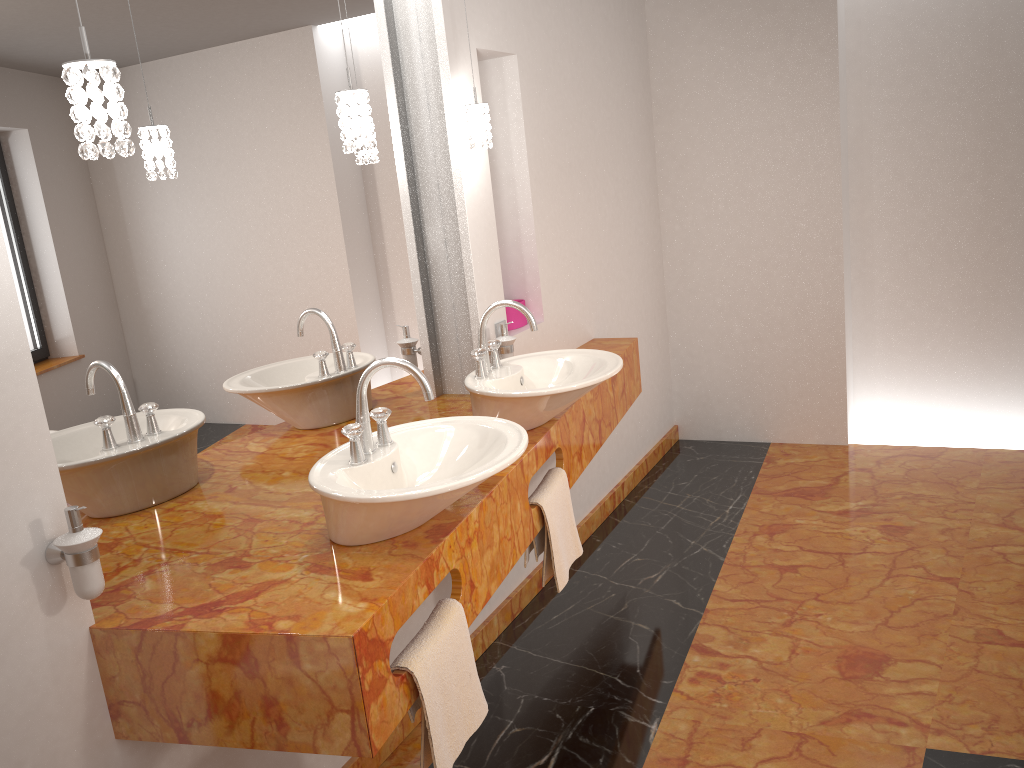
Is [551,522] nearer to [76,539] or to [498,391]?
[498,391]

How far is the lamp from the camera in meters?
1.3 m

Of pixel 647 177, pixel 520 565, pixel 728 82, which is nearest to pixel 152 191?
pixel 520 565

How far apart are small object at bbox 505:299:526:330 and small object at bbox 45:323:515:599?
0.3 meters

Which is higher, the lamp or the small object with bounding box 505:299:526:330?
the lamp

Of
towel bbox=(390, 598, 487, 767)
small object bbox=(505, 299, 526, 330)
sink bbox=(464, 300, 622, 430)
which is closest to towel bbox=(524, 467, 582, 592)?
sink bbox=(464, 300, 622, 430)

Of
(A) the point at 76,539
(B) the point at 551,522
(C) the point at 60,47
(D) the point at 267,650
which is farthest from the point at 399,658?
(C) the point at 60,47

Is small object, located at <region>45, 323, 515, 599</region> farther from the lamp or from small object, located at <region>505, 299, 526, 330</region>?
the lamp

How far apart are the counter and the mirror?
0.0m

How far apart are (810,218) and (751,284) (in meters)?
0.43
